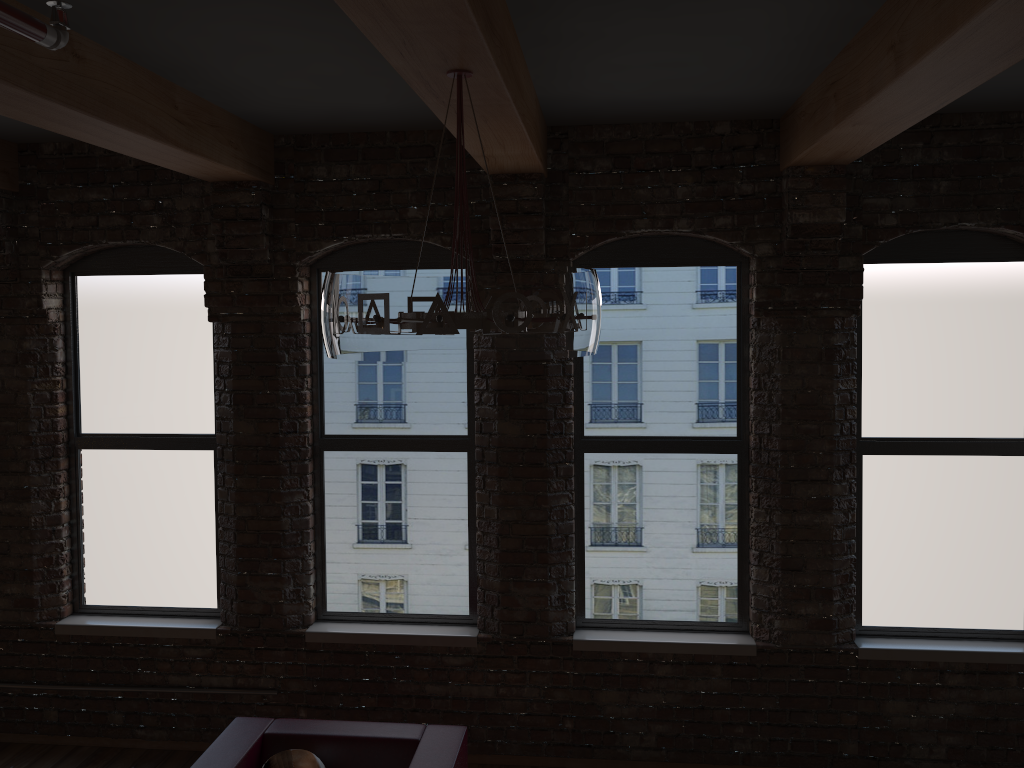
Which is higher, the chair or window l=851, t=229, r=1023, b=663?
window l=851, t=229, r=1023, b=663

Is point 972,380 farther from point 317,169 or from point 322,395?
point 317,169

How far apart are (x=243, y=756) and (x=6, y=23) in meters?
3.1

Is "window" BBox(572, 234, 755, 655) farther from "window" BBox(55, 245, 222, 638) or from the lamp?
the lamp

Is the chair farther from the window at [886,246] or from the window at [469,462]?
the window at [886,246]

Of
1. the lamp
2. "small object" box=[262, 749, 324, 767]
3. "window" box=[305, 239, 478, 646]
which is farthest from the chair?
the lamp

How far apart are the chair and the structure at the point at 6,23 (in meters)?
2.92

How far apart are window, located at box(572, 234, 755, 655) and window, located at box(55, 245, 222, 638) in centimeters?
204cm

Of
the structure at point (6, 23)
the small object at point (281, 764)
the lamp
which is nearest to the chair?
the small object at point (281, 764)

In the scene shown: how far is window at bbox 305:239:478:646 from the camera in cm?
493
